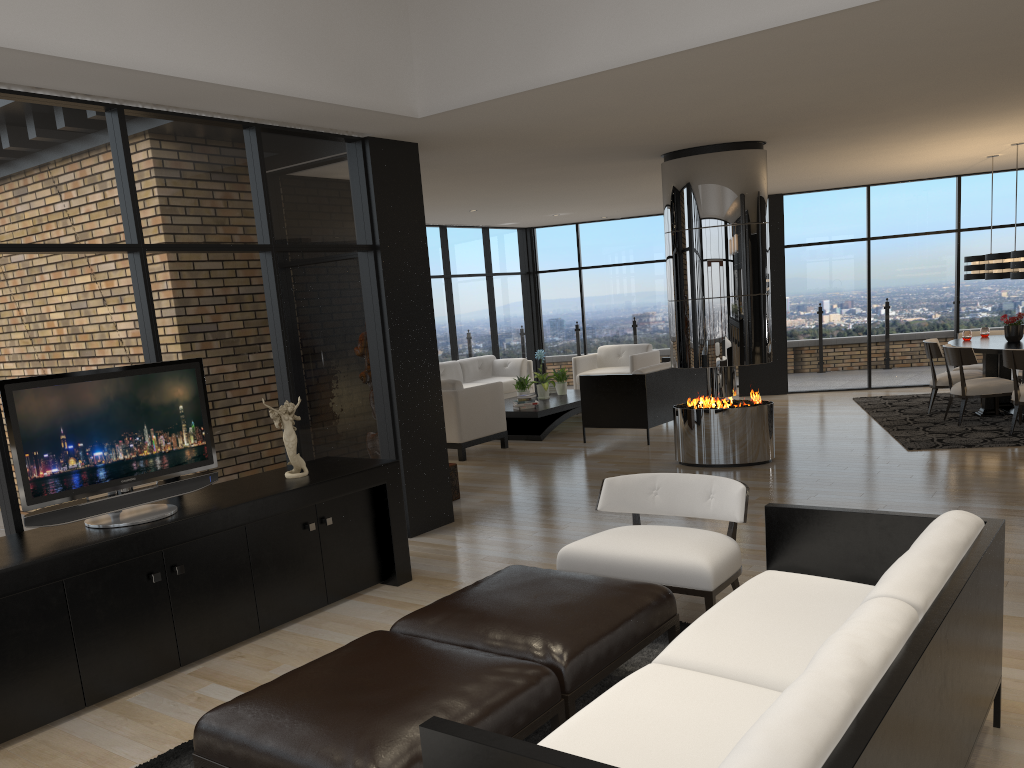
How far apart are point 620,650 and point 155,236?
3.4 meters

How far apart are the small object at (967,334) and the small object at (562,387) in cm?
470

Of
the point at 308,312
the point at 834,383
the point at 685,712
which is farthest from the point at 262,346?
the point at 834,383

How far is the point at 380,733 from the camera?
2.34m

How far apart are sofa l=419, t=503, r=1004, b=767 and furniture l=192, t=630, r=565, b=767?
0.3m

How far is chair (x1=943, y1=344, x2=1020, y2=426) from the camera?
8.6m

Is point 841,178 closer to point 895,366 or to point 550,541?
point 895,366

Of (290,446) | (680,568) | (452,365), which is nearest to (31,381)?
(290,446)

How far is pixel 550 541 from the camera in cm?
584

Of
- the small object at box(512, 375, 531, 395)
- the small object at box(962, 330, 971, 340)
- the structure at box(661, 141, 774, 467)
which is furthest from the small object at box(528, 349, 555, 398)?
the small object at box(962, 330, 971, 340)
